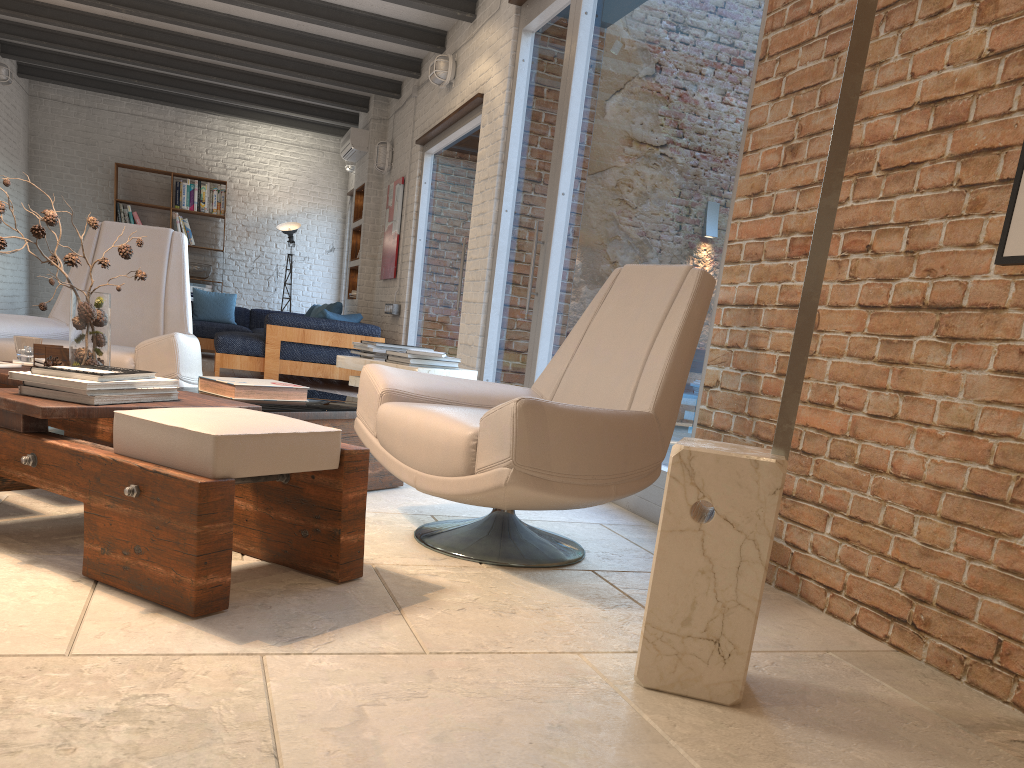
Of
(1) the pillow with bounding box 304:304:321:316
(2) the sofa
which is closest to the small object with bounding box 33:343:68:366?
(2) the sofa

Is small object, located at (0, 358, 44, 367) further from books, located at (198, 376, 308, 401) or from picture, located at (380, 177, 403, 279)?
picture, located at (380, 177, 403, 279)

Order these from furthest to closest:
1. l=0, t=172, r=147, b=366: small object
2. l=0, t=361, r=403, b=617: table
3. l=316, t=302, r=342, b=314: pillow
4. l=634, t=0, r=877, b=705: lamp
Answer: l=316, t=302, r=342, b=314: pillow
l=0, t=172, r=147, b=366: small object
l=0, t=361, r=403, b=617: table
l=634, t=0, r=877, b=705: lamp

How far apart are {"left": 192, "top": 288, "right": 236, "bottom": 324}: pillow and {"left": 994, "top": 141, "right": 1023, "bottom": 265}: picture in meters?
10.3 m

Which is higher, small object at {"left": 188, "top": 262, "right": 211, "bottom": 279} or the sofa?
small object at {"left": 188, "top": 262, "right": 211, "bottom": 279}

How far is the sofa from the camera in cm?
796

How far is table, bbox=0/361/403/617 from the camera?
1.88m

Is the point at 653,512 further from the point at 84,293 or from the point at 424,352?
the point at 84,293

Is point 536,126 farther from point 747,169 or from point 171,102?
point 171,102

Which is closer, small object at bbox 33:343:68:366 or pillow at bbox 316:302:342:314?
small object at bbox 33:343:68:366
